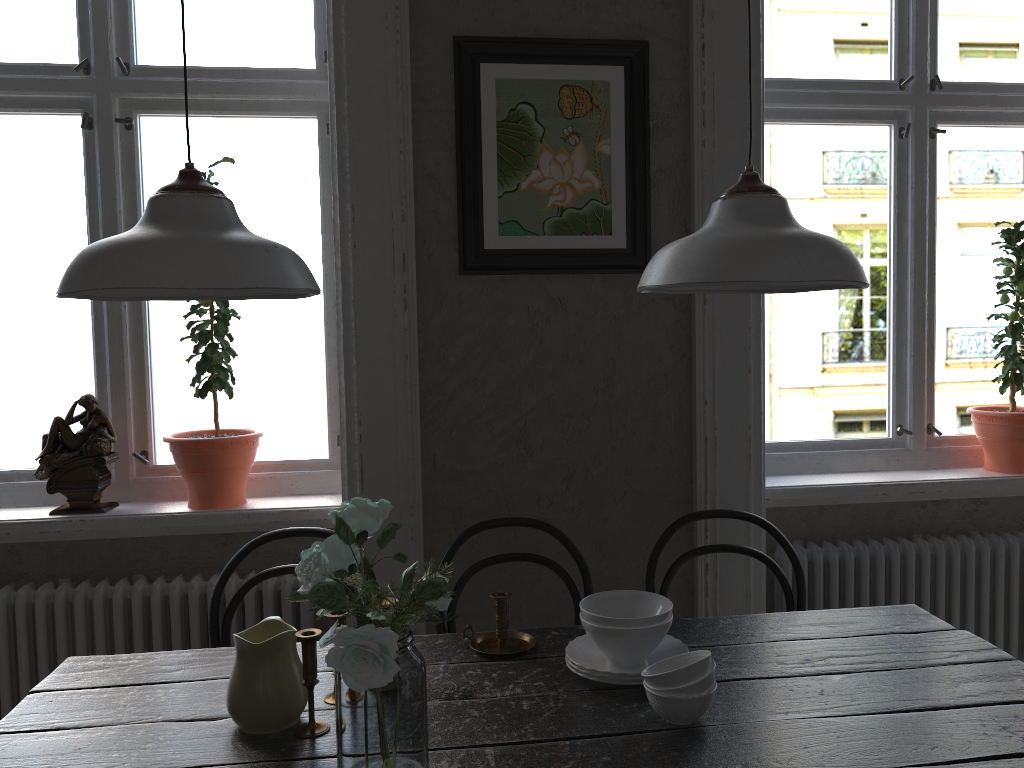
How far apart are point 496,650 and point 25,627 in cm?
141

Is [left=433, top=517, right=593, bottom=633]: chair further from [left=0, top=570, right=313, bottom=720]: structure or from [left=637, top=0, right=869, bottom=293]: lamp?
[left=637, top=0, right=869, bottom=293]: lamp

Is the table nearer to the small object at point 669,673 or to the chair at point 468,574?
the small object at point 669,673

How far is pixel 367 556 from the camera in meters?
1.3

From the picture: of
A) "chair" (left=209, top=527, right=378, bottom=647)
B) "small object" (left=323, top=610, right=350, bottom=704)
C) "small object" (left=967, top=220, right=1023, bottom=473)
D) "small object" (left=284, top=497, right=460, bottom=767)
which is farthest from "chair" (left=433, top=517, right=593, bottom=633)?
"small object" (left=967, top=220, right=1023, bottom=473)

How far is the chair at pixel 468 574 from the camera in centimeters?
217cm

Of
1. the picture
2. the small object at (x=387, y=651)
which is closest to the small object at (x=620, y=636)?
the small object at (x=387, y=651)

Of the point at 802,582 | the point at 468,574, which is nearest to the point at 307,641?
the point at 468,574

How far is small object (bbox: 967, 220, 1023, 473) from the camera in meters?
2.7

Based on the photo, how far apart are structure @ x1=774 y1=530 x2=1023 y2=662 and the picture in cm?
96
